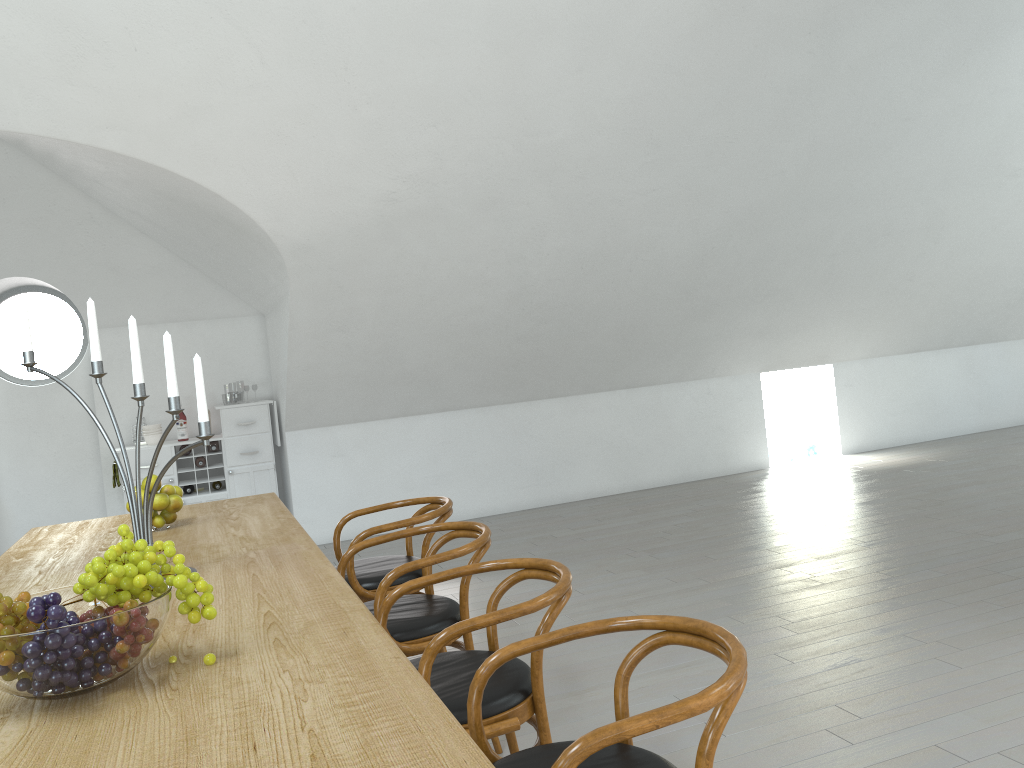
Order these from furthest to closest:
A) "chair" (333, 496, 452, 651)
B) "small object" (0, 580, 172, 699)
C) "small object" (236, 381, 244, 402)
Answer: "small object" (236, 381, 244, 402) → "chair" (333, 496, 452, 651) → "small object" (0, 580, 172, 699)

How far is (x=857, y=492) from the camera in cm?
677

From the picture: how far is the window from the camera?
7.2 meters

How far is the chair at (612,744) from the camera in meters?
1.5 m

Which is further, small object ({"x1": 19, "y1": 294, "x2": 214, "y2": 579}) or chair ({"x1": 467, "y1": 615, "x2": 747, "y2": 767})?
small object ({"x1": 19, "y1": 294, "x2": 214, "y2": 579})

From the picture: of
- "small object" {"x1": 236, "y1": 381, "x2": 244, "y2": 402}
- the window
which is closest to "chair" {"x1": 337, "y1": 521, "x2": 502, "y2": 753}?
the window

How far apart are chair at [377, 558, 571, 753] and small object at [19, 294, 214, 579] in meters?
0.7 m

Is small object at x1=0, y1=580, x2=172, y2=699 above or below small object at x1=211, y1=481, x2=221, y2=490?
above

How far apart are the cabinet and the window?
0.88m

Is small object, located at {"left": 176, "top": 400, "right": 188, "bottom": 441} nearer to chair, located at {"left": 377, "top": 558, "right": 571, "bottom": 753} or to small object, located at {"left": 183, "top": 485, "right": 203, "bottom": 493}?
small object, located at {"left": 183, "top": 485, "right": 203, "bottom": 493}
